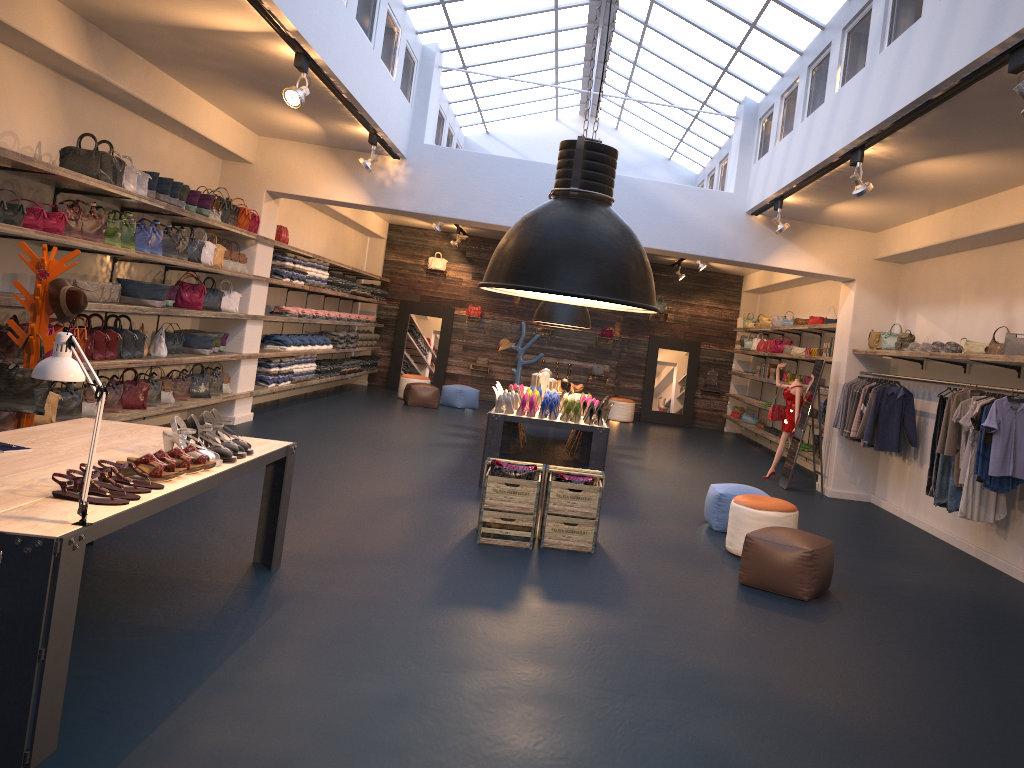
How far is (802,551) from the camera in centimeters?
591cm

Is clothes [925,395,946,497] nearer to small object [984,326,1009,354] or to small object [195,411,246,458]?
small object [984,326,1009,354]

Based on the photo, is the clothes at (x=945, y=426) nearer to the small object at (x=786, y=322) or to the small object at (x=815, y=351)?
the small object at (x=815, y=351)

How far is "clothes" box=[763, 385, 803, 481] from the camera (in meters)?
11.78

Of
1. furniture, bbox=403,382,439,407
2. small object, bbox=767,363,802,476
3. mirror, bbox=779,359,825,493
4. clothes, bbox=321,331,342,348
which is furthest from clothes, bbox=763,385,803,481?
clothes, bbox=321,331,342,348

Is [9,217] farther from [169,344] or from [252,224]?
[252,224]

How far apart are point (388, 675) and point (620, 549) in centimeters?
315cm

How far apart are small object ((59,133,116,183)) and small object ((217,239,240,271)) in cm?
326

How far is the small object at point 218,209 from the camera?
9.6 meters

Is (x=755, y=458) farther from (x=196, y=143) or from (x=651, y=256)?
(x=196, y=143)
